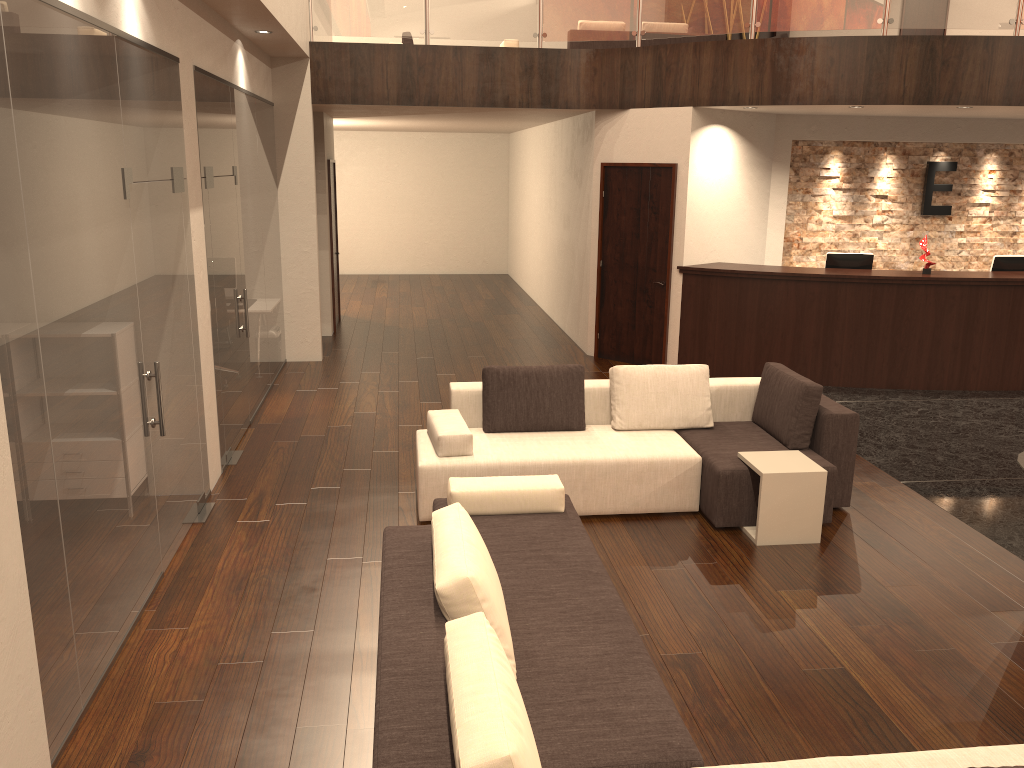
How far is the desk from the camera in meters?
8.9 m

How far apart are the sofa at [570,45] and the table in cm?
903

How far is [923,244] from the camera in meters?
9.0 m

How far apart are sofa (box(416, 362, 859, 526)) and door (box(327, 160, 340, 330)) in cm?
634

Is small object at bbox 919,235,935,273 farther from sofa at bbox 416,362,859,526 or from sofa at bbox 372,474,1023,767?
sofa at bbox 372,474,1023,767

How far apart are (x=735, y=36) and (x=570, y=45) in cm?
642

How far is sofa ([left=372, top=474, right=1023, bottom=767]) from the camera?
2.37m

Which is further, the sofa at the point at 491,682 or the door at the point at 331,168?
the door at the point at 331,168

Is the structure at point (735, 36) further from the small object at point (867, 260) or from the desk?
the desk

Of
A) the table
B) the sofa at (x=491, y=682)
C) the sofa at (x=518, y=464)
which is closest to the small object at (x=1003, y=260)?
the sofa at (x=518, y=464)
